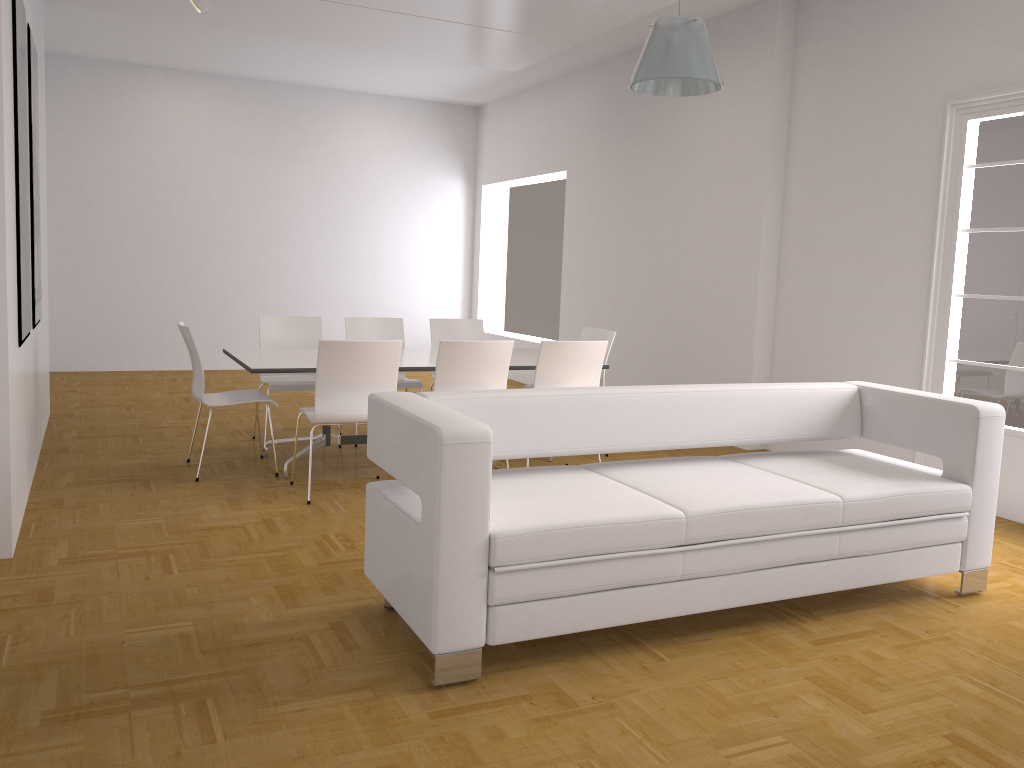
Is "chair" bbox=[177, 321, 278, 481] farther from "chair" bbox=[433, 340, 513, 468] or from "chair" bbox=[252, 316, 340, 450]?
"chair" bbox=[433, 340, 513, 468]

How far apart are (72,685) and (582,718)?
1.60m

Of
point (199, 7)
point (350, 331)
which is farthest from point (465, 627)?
point (199, 7)

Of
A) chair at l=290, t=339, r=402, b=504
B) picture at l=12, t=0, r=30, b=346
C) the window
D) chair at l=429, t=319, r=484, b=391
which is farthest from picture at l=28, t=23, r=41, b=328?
the window

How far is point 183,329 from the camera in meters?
5.3 m

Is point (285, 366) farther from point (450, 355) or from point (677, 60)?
point (677, 60)

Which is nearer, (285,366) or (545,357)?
(285,366)

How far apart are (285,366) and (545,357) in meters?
1.6

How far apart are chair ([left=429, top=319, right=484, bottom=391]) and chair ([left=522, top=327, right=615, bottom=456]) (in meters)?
0.95

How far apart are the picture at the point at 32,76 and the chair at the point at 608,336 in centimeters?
377cm
